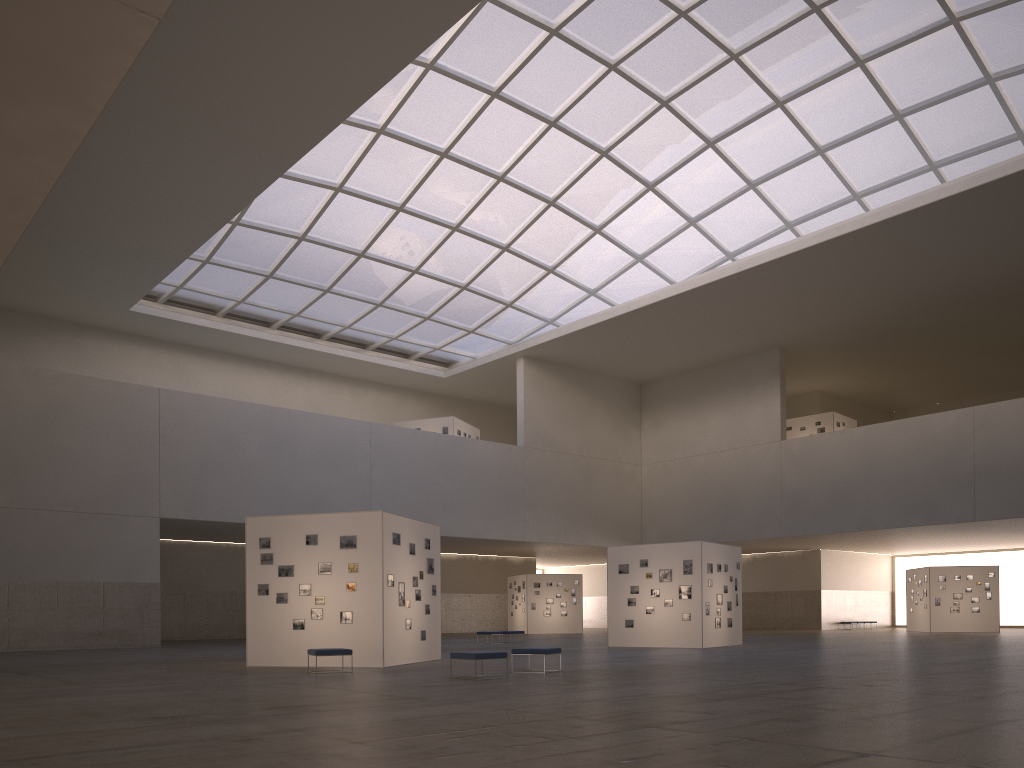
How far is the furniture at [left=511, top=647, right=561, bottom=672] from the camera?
21.41m

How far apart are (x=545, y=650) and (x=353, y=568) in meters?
6.6

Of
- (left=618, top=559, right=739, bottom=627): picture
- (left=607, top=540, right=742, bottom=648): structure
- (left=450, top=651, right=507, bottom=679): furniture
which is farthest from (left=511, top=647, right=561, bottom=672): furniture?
(left=618, top=559, right=739, bottom=627): picture

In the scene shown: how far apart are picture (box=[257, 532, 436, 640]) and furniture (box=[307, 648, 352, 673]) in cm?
231

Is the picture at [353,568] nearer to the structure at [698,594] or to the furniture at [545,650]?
the furniture at [545,650]

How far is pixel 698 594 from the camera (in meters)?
35.78

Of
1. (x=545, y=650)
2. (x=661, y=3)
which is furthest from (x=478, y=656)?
(x=661, y=3)

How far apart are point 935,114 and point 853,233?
7.3 meters

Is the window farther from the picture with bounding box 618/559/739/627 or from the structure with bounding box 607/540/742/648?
the picture with bounding box 618/559/739/627

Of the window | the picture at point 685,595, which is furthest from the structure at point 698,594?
the window
